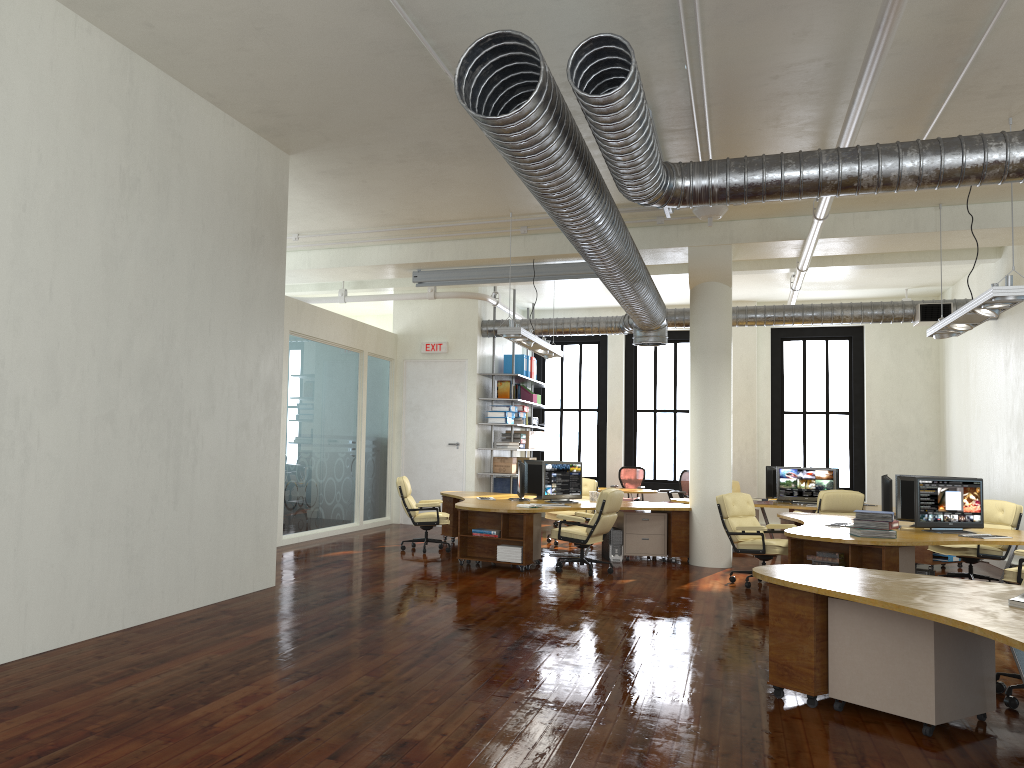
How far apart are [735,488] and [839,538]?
7.62m

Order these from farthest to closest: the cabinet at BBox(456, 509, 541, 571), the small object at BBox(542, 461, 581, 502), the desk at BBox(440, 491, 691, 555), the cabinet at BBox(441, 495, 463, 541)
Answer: the cabinet at BBox(441, 495, 463, 541) < the small object at BBox(542, 461, 581, 502) < the desk at BBox(440, 491, 691, 555) < the cabinet at BBox(456, 509, 541, 571)

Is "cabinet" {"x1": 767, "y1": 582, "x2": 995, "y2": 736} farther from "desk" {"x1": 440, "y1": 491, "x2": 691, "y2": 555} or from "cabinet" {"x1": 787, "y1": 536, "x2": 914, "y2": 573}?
"desk" {"x1": 440, "y1": 491, "x2": 691, "y2": 555}

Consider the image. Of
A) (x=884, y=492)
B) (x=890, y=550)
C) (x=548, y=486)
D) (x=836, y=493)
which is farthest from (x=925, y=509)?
(x=548, y=486)

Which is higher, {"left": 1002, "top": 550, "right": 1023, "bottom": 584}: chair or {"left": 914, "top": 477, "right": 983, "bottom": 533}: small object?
{"left": 914, "top": 477, "right": 983, "bottom": 533}: small object

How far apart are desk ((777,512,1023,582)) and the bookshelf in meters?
6.1 m

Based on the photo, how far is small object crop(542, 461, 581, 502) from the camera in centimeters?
1182cm

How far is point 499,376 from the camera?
16.2m

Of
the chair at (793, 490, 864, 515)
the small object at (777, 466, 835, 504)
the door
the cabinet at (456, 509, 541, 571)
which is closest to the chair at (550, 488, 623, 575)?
the cabinet at (456, 509, 541, 571)

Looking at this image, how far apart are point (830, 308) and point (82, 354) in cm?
1165
